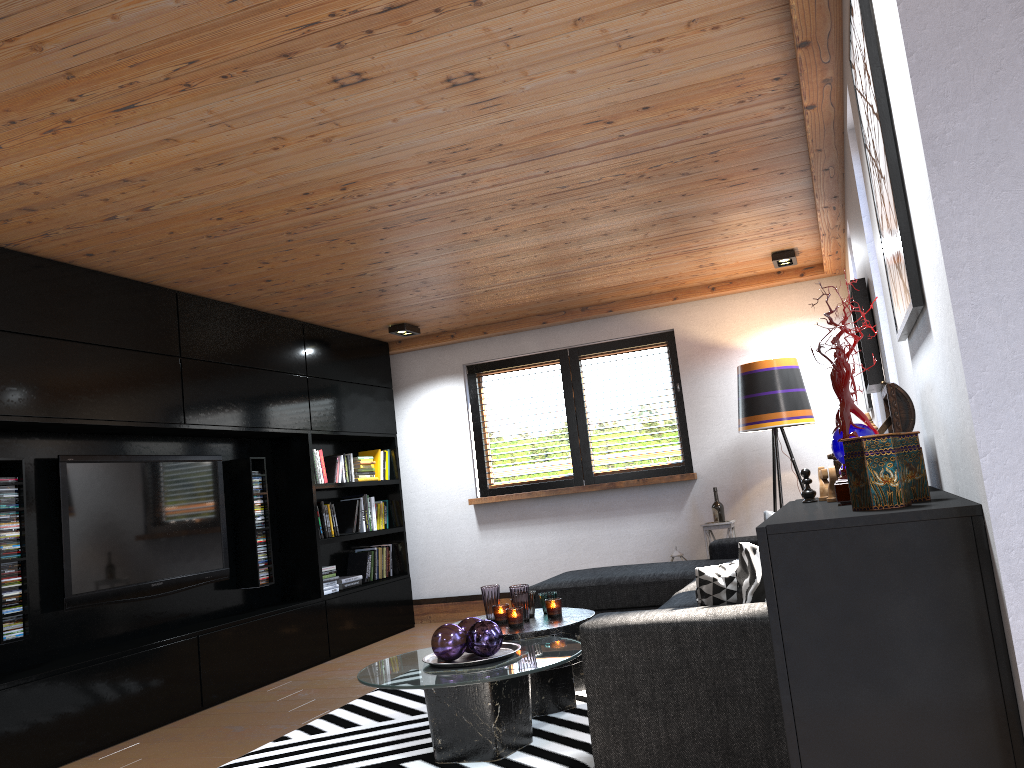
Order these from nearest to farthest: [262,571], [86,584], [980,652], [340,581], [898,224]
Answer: [980,652] < [898,224] < [86,584] < [262,571] < [340,581]

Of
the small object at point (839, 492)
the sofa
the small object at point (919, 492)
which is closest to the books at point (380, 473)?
the sofa

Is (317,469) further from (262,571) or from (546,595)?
(546,595)

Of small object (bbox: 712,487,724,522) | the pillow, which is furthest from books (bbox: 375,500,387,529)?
the pillow

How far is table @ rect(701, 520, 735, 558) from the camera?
6.3 meters

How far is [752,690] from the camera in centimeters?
265cm

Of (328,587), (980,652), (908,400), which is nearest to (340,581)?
(328,587)

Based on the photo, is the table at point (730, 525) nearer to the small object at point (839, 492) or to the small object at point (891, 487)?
the small object at point (839, 492)

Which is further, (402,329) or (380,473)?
(380,473)

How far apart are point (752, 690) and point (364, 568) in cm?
481
